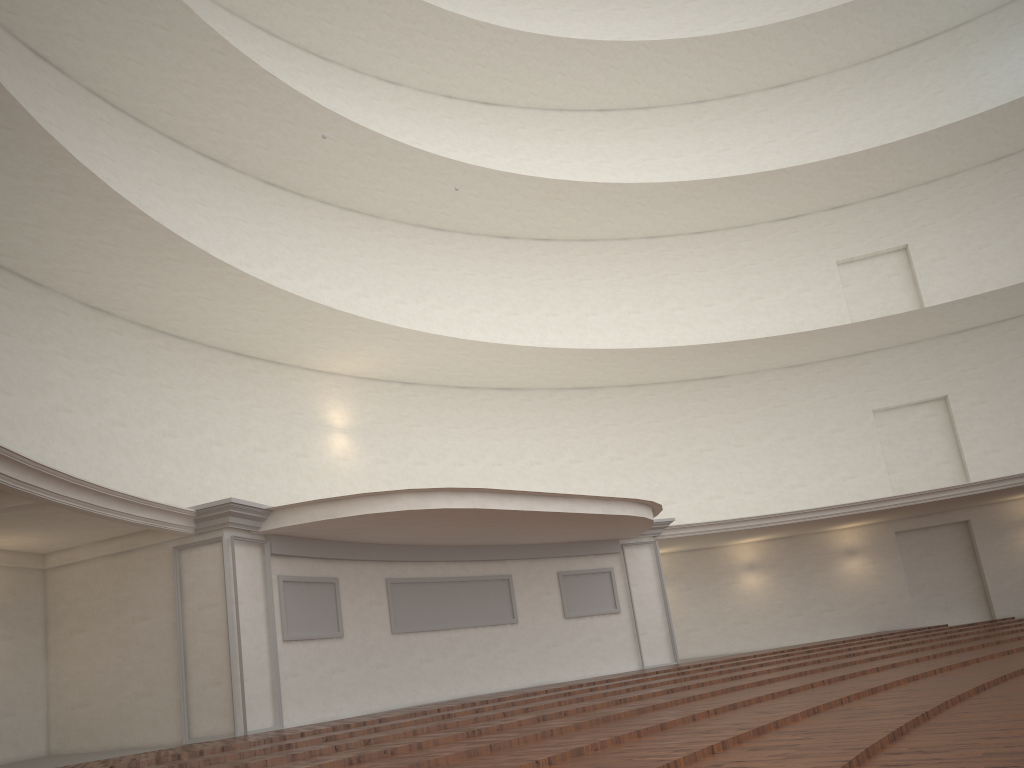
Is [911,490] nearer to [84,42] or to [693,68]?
[693,68]
